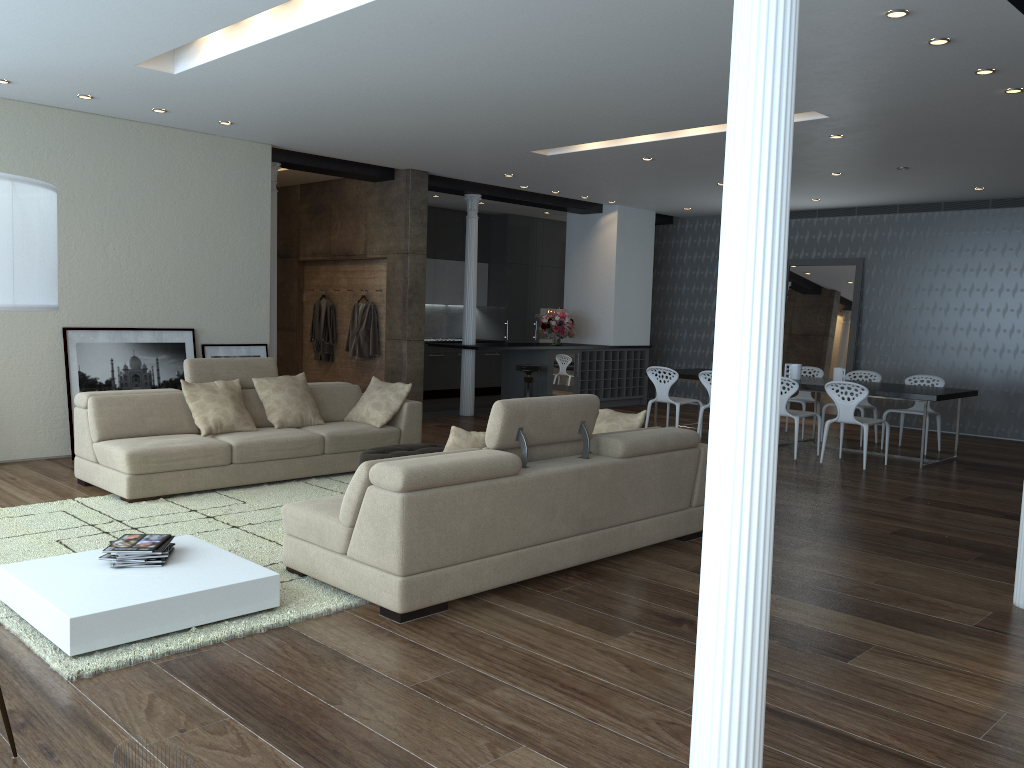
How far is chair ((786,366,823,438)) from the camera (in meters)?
10.55

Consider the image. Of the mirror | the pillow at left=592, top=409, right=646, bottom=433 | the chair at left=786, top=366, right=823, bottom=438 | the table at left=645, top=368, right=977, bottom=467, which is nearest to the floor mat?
the pillow at left=592, top=409, right=646, bottom=433

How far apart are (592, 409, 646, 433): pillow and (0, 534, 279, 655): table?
2.62m

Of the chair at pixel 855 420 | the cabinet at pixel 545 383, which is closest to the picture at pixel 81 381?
the cabinet at pixel 545 383

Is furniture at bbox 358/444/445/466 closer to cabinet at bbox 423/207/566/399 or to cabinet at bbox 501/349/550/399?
cabinet at bbox 501/349/550/399

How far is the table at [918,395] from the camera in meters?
8.6

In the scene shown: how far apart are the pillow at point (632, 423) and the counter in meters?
5.3

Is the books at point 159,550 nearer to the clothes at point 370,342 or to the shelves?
the clothes at point 370,342

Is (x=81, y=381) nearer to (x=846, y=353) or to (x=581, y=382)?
(x=581, y=382)

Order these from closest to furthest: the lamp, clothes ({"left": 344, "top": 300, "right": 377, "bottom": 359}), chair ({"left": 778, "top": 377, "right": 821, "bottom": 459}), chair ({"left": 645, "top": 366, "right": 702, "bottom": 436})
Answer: the lamp < chair ({"left": 778, "top": 377, "right": 821, "bottom": 459}) < chair ({"left": 645, "top": 366, "right": 702, "bottom": 436}) < clothes ({"left": 344, "top": 300, "right": 377, "bottom": 359})
